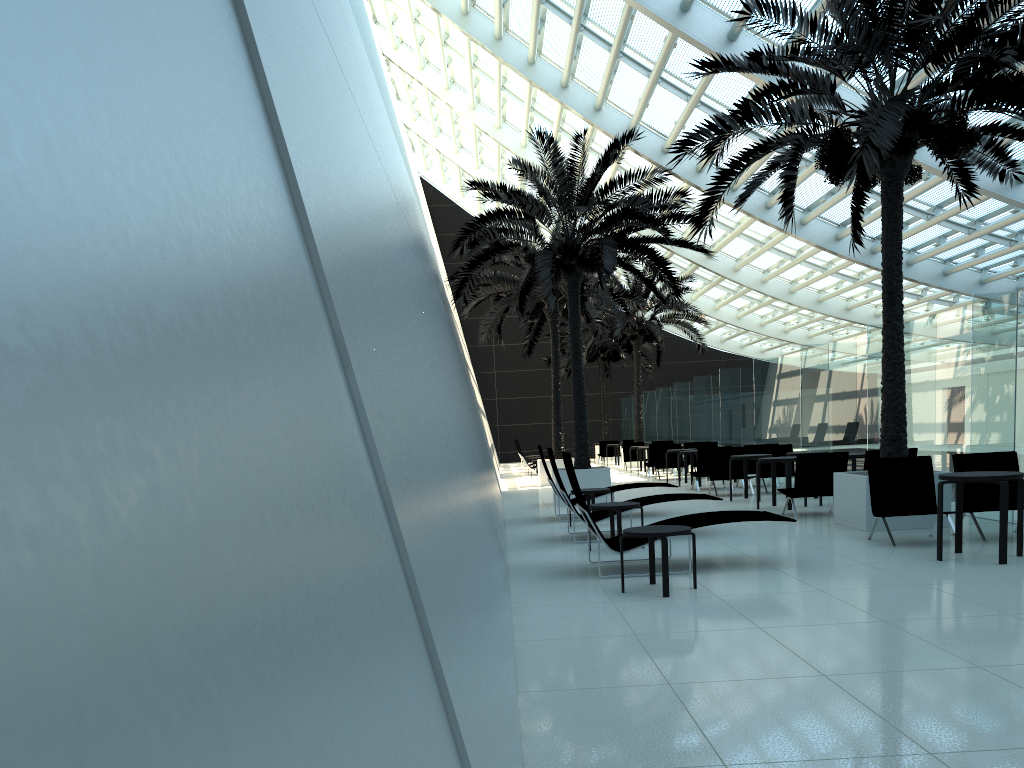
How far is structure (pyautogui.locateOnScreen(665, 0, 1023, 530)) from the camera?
9.15m

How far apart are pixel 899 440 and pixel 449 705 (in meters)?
9.92

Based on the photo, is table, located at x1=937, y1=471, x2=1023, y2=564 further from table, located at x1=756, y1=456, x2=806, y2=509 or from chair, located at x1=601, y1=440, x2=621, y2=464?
chair, located at x1=601, y1=440, x2=621, y2=464

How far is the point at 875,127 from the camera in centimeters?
915cm

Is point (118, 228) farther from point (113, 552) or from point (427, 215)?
point (427, 215)

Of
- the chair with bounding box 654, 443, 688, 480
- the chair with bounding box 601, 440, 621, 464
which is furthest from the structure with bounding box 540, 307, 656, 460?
the chair with bounding box 654, 443, 688, 480

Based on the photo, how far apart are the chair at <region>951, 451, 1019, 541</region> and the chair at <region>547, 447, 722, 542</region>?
2.90m

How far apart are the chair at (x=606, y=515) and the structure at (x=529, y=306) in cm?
949

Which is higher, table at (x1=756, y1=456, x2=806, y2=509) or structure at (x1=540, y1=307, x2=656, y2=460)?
structure at (x1=540, y1=307, x2=656, y2=460)

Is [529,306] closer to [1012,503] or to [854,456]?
[854,456]
